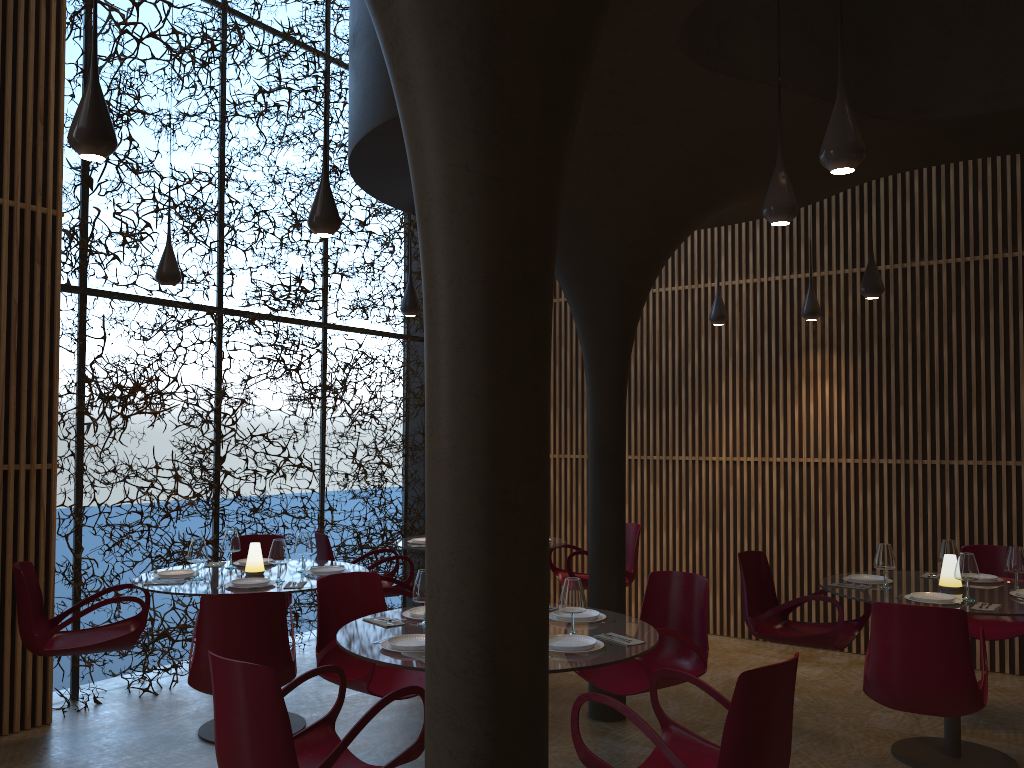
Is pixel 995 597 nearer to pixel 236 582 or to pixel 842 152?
pixel 842 152

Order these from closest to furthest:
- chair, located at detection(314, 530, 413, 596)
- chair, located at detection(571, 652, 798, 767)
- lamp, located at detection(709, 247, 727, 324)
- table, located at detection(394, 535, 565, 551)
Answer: chair, located at detection(571, 652, 798, 767) < chair, located at detection(314, 530, 413, 596) < table, located at detection(394, 535, 565, 551) < lamp, located at detection(709, 247, 727, 324)

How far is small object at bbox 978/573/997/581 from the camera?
6.4m

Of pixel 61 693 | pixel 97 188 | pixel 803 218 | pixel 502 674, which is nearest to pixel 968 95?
pixel 803 218

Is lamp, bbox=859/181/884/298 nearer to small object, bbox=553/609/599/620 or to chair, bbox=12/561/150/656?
small object, bbox=553/609/599/620

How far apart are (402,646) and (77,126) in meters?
2.7 m

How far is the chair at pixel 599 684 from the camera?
5.27m

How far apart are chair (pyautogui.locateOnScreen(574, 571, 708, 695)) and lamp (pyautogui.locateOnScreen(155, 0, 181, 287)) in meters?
4.3

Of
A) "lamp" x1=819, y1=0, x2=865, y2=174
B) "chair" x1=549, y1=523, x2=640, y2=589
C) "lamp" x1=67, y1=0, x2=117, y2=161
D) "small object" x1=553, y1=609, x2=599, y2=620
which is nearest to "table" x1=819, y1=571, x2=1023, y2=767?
"small object" x1=553, y1=609, x2=599, y2=620

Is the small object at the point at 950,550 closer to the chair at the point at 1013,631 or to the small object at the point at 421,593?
the chair at the point at 1013,631
